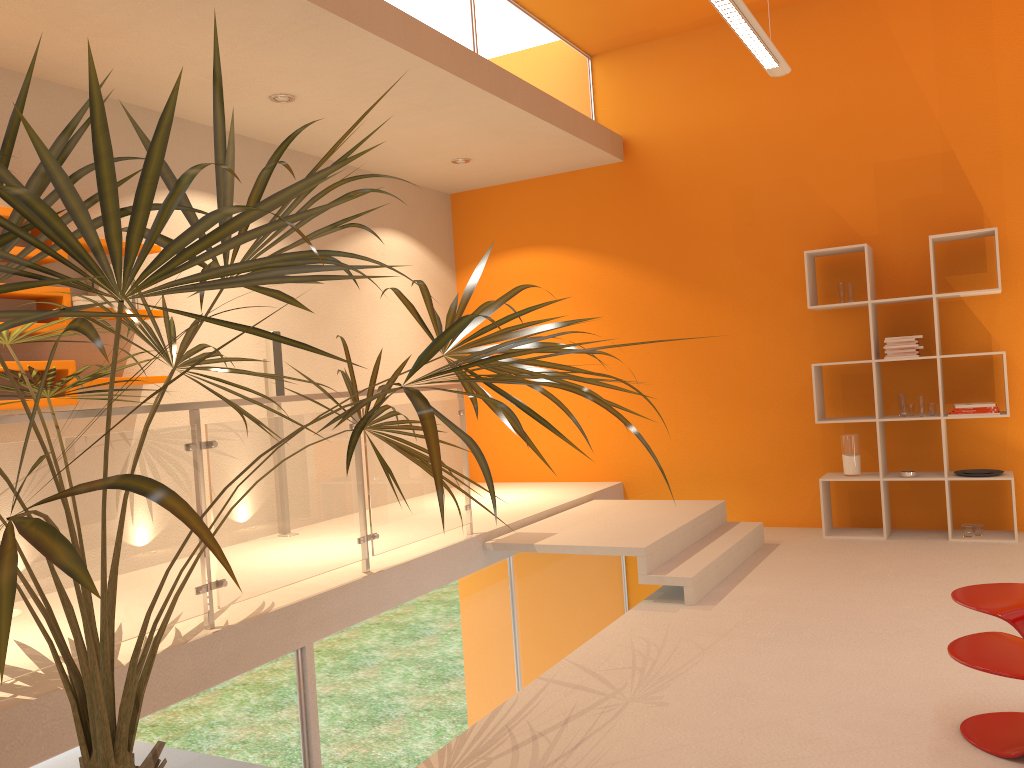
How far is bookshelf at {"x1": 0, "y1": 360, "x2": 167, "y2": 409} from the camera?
4.18m

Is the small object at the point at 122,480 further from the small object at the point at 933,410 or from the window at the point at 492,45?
the small object at the point at 933,410

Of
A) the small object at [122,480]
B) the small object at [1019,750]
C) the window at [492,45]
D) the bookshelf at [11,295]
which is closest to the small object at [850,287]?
the window at [492,45]

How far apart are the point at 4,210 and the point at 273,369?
1.9m

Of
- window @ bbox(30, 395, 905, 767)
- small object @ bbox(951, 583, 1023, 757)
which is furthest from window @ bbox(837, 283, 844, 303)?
window @ bbox(30, 395, 905, 767)

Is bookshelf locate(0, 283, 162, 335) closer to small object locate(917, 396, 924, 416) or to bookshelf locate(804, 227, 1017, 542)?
bookshelf locate(804, 227, 1017, 542)

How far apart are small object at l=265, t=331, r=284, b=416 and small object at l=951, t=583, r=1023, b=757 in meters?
4.1 m

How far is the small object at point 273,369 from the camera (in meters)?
5.67

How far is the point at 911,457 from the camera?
6.2 meters

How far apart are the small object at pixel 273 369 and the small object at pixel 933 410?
4.28m
